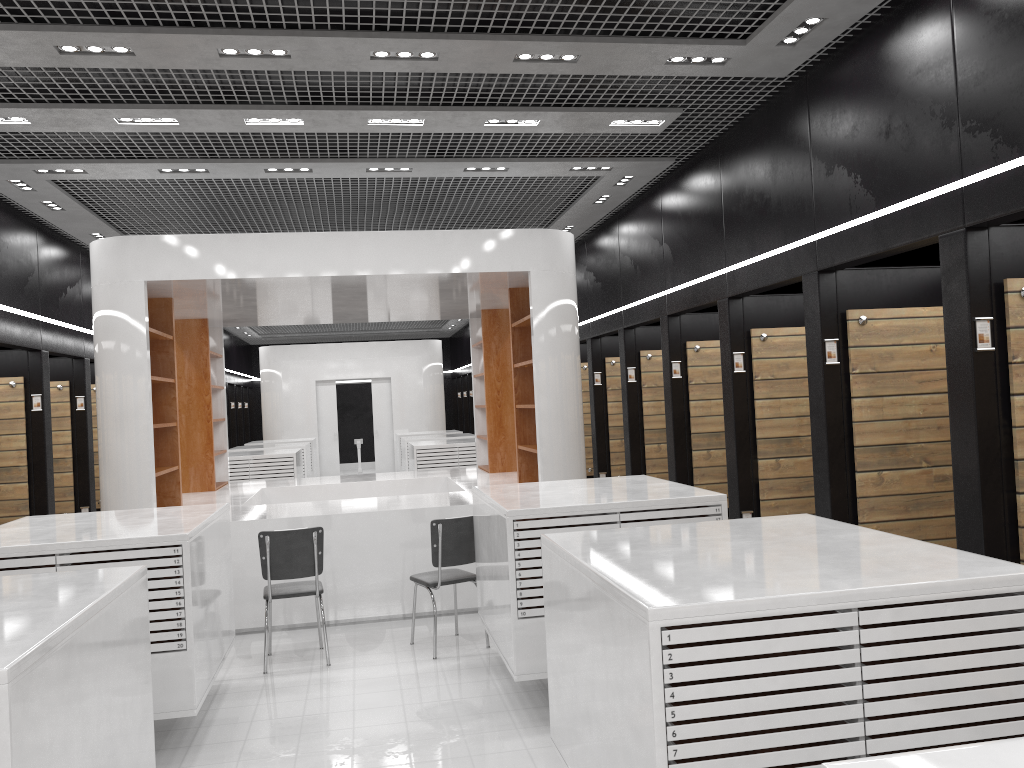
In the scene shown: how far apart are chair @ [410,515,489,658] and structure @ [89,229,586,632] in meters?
0.9 m

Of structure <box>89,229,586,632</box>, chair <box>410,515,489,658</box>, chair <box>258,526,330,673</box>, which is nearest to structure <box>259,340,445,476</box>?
structure <box>89,229,586,632</box>

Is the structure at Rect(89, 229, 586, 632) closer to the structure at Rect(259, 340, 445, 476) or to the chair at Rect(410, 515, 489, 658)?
the chair at Rect(410, 515, 489, 658)

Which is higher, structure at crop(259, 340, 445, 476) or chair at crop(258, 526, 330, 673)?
structure at crop(259, 340, 445, 476)

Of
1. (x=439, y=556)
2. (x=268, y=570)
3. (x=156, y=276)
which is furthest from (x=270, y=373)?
(x=439, y=556)

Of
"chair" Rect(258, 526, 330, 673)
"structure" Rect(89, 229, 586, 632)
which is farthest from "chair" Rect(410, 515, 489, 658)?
"structure" Rect(89, 229, 586, 632)

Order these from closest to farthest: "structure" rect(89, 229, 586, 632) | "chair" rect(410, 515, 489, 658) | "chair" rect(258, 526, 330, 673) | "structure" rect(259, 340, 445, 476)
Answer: "chair" rect(258, 526, 330, 673) < "chair" rect(410, 515, 489, 658) < "structure" rect(89, 229, 586, 632) < "structure" rect(259, 340, 445, 476)

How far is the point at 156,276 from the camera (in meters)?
7.26

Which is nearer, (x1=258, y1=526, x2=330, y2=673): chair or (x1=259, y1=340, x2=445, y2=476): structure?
(x1=258, y1=526, x2=330, y2=673): chair

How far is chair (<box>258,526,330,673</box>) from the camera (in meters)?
6.20
